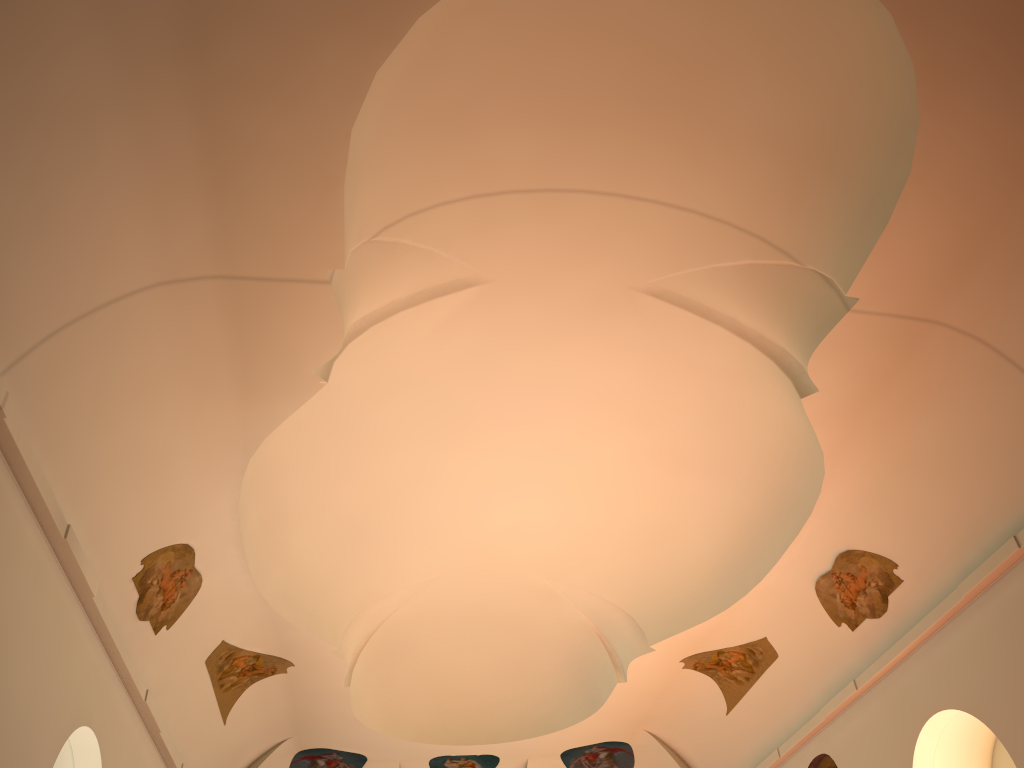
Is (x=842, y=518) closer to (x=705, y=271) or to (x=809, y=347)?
(x=809, y=347)
